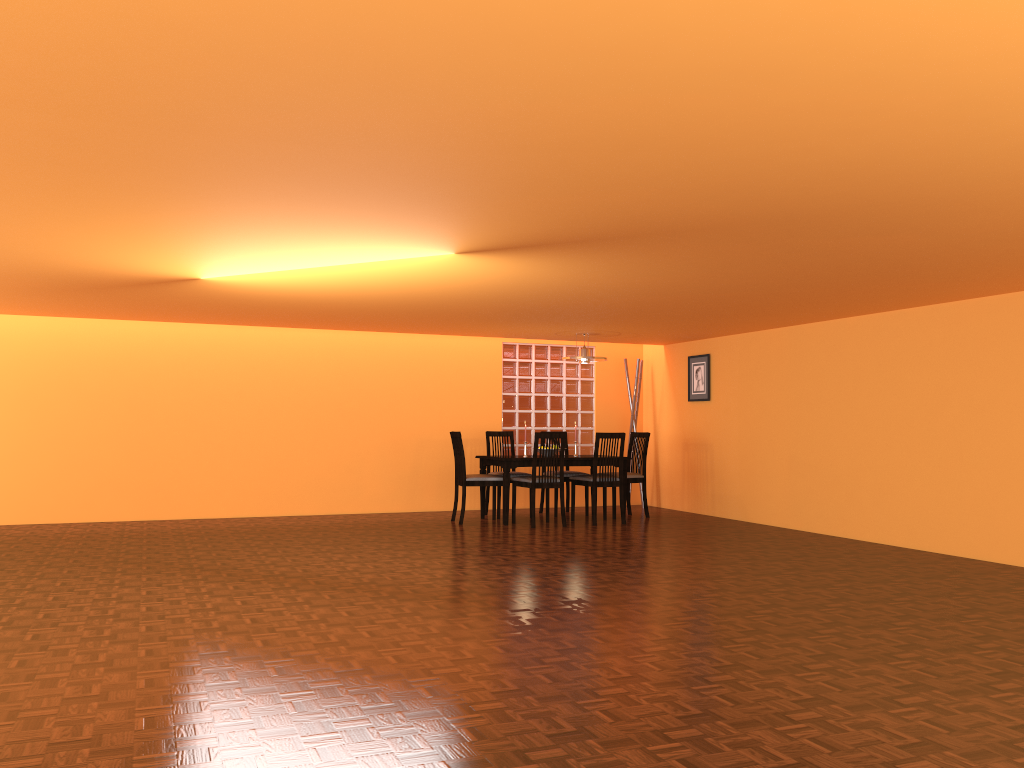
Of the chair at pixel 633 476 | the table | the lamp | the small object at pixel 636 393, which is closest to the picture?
the small object at pixel 636 393

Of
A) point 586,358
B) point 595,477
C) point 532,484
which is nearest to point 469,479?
point 532,484

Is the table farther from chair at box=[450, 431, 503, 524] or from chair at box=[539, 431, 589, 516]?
chair at box=[539, 431, 589, 516]

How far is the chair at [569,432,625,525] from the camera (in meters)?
7.68

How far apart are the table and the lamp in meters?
0.9 m

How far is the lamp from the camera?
8.1m

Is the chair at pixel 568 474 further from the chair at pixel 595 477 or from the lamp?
the lamp

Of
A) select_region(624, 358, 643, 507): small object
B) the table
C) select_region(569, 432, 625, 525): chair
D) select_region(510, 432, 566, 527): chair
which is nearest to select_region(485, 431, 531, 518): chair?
the table

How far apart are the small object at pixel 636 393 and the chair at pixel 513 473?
1.50m

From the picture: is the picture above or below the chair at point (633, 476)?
above
